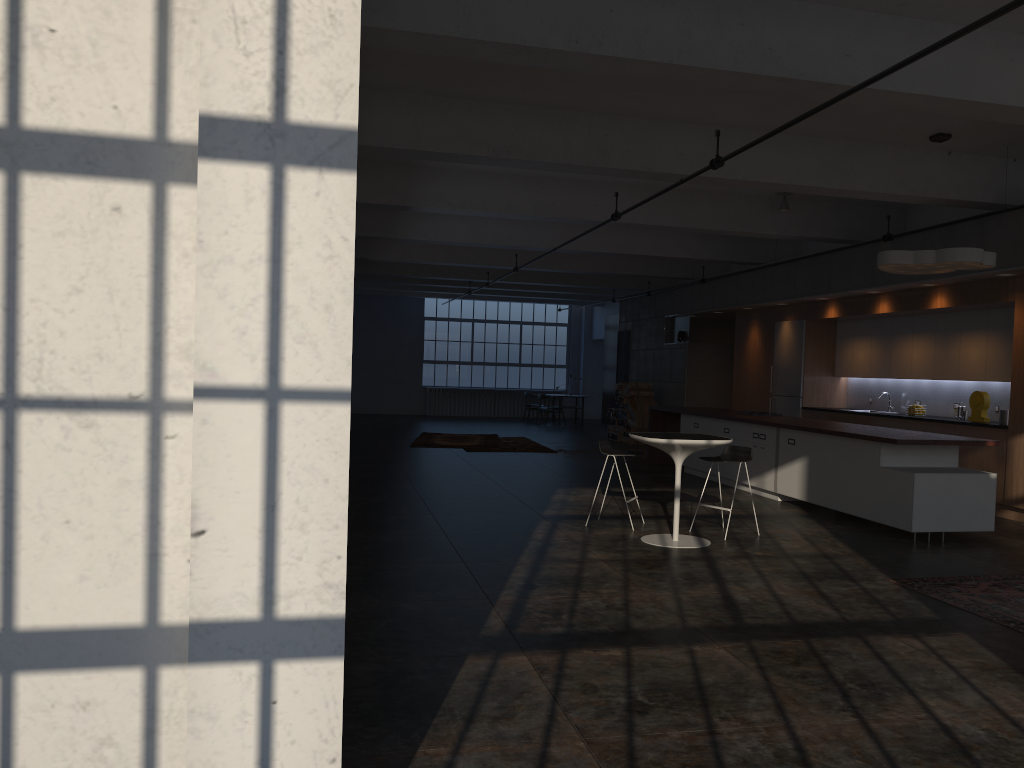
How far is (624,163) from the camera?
8.6m

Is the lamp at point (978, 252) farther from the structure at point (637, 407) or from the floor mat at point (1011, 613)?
the structure at point (637, 407)

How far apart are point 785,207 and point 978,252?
3.71m

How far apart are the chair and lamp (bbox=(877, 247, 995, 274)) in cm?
232

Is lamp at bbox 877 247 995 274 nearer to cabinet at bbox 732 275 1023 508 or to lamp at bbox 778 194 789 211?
cabinet at bbox 732 275 1023 508

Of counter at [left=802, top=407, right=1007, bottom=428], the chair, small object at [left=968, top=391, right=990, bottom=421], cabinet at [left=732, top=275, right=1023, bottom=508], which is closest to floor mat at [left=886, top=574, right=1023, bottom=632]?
the chair

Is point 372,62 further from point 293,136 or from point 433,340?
point 433,340

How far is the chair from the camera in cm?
830

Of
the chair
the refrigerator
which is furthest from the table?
the refrigerator

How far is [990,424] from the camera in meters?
10.0 m
